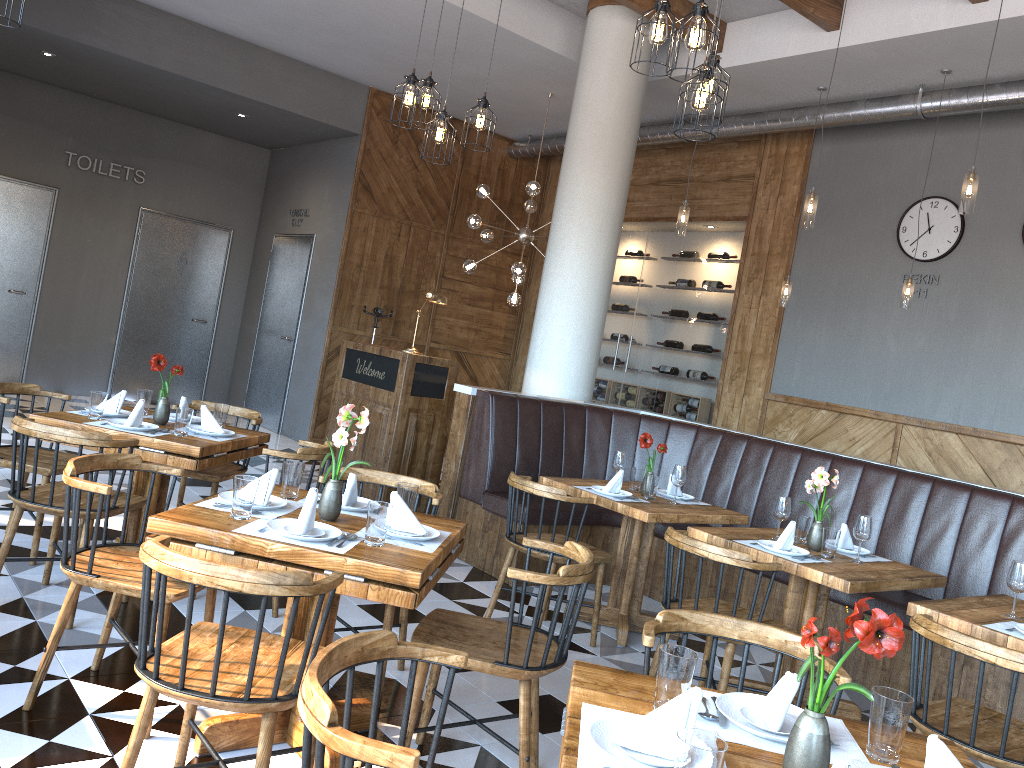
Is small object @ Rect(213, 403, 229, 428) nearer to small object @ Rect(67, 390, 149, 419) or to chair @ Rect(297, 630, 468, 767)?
small object @ Rect(67, 390, 149, 419)

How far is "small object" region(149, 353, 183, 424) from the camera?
4.5m

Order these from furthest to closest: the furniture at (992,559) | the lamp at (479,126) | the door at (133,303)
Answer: the door at (133,303) < the lamp at (479,126) < the furniture at (992,559)

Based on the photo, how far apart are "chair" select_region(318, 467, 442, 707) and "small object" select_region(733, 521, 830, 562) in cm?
146

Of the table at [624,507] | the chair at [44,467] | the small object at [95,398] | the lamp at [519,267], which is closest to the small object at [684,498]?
the table at [624,507]

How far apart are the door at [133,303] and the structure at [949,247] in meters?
8.1

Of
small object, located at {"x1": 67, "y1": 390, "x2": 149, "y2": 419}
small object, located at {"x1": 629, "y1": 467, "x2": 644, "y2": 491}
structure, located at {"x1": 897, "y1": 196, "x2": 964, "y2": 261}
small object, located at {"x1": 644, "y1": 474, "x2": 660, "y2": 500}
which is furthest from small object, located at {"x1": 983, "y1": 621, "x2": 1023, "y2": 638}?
structure, located at {"x1": 897, "y1": 196, "x2": 964, "y2": 261}

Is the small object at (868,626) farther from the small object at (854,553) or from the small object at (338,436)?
the small object at (854,553)

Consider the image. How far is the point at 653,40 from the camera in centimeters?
354cm

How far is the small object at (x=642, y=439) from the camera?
5.0 meters
